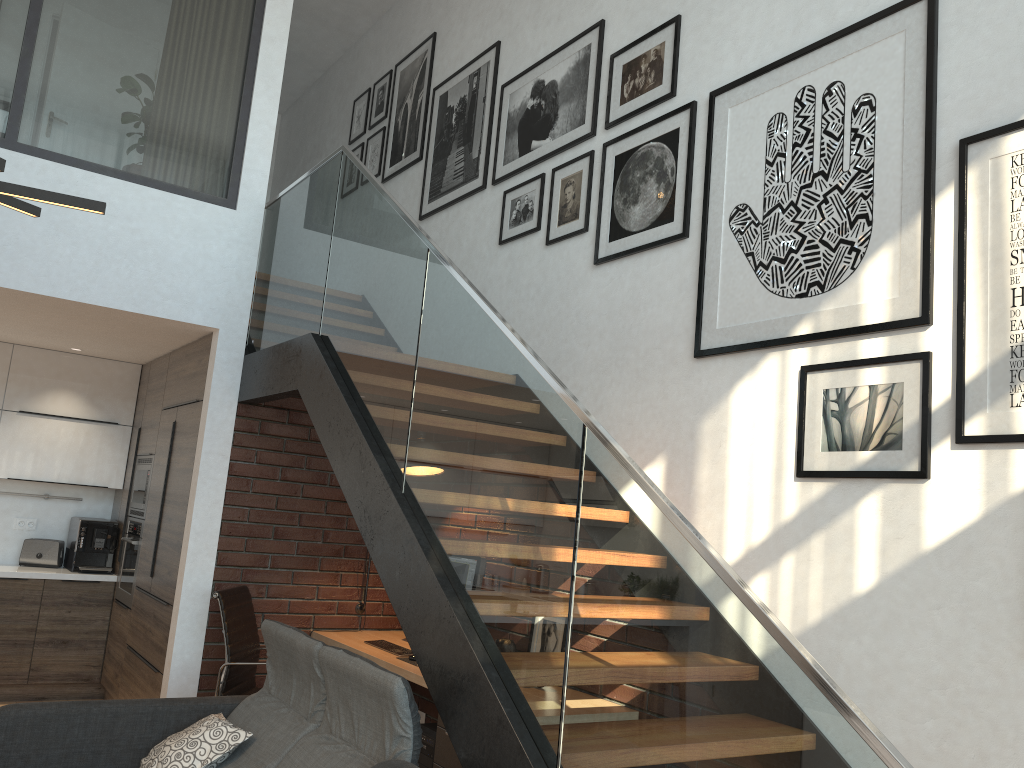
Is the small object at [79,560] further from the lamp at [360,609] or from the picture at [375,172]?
the picture at [375,172]

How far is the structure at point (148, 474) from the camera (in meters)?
5.95

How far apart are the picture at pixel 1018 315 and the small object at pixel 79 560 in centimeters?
565cm

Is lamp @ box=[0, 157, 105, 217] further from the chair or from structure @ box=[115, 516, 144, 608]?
structure @ box=[115, 516, 144, 608]

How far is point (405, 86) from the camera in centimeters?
680cm

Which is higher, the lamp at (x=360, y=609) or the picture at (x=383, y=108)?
the picture at (x=383, y=108)

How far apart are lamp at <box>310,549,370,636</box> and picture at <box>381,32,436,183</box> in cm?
314

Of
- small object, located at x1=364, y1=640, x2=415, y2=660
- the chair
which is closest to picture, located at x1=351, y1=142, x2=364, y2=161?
the chair

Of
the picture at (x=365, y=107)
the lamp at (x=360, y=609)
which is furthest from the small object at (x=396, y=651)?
the picture at (x=365, y=107)

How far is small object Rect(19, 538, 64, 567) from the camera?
6.3m
